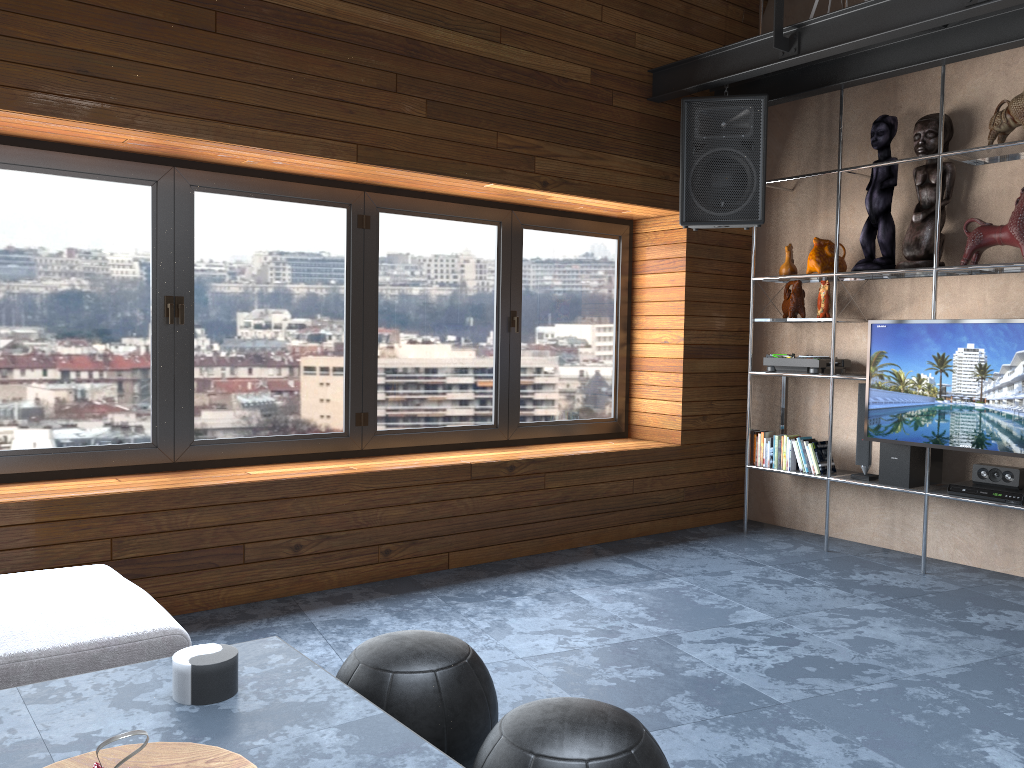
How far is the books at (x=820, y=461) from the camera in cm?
510

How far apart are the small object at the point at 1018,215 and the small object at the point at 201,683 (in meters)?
3.97

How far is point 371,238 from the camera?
4.6m

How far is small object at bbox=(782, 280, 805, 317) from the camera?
5.22m

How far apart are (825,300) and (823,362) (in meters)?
0.36

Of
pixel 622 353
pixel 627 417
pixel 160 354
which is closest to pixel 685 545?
pixel 627 417

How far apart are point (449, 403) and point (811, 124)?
2.82m

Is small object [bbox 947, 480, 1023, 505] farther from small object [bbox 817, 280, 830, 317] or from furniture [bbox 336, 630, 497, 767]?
furniture [bbox 336, 630, 497, 767]

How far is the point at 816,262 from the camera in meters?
5.0 m

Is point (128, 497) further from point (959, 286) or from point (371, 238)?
point (959, 286)
